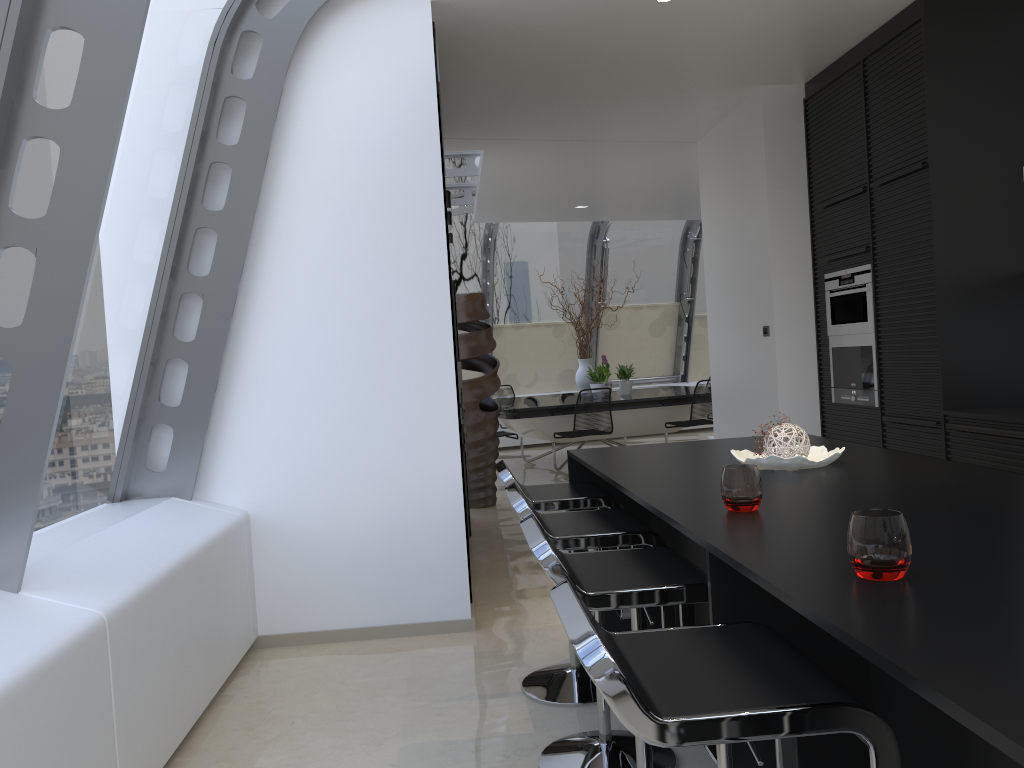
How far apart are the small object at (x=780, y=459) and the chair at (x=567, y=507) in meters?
0.5

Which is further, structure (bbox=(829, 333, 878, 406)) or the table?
the table

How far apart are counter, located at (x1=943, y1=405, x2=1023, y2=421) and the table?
4.87m

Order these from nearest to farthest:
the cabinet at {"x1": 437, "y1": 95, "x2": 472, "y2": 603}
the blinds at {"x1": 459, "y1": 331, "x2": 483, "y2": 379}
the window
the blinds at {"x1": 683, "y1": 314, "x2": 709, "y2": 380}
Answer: the window → the cabinet at {"x1": 437, "y1": 95, "x2": 472, "y2": 603} → the blinds at {"x1": 459, "y1": 331, "x2": 483, "y2": 379} → the blinds at {"x1": 683, "y1": 314, "x2": 709, "y2": 380}

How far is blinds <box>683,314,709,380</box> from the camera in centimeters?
1333cm

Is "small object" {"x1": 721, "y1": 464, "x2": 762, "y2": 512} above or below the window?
below

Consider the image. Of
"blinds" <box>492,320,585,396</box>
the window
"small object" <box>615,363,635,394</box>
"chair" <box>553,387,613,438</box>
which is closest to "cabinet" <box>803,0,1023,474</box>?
the window

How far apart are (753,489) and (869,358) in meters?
3.4 m

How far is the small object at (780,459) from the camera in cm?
266

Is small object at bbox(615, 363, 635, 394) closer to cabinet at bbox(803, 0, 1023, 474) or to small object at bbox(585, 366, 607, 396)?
small object at bbox(585, 366, 607, 396)
